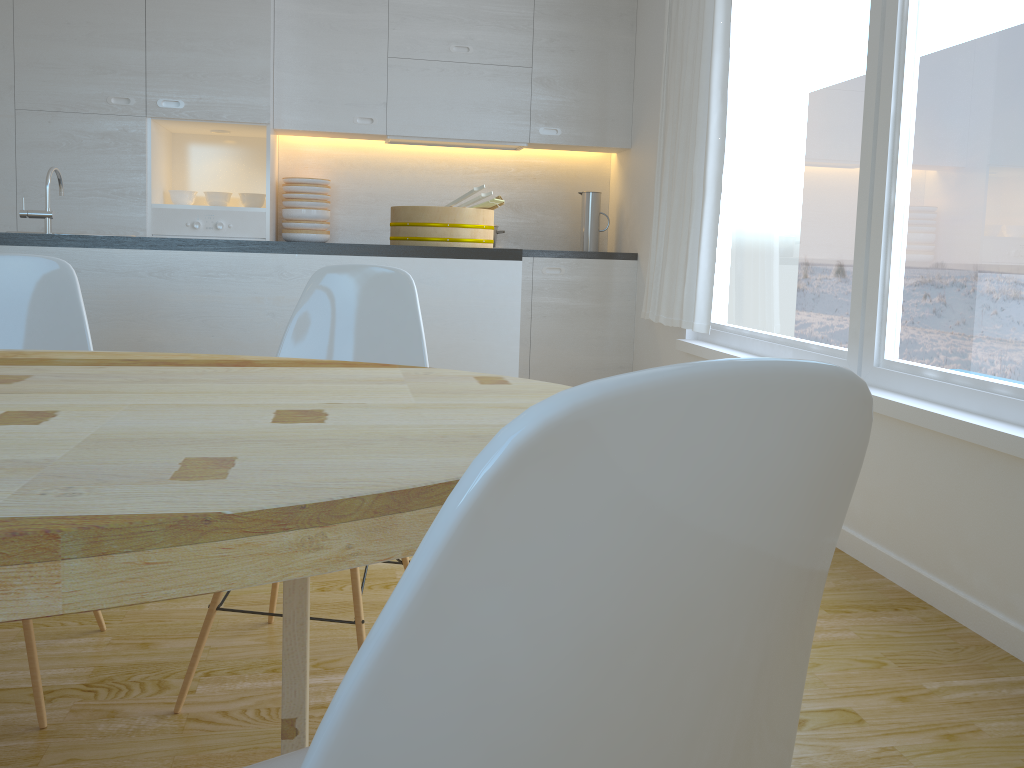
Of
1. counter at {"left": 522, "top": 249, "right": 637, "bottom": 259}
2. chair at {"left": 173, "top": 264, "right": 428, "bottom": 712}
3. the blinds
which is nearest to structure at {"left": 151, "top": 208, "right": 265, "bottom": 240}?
counter at {"left": 522, "top": 249, "right": 637, "bottom": 259}

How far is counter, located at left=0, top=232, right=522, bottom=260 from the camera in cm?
271

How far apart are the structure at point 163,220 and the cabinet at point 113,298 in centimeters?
181cm

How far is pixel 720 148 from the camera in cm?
377

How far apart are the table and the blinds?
2.5 meters

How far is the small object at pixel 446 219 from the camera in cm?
301

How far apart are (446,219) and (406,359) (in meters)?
1.04

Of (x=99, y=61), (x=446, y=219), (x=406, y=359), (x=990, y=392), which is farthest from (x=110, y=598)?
(x=99, y=61)

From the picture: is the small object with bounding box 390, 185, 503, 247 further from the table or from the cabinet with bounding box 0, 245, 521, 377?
the table

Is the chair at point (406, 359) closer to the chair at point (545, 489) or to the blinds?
the chair at point (545, 489)
